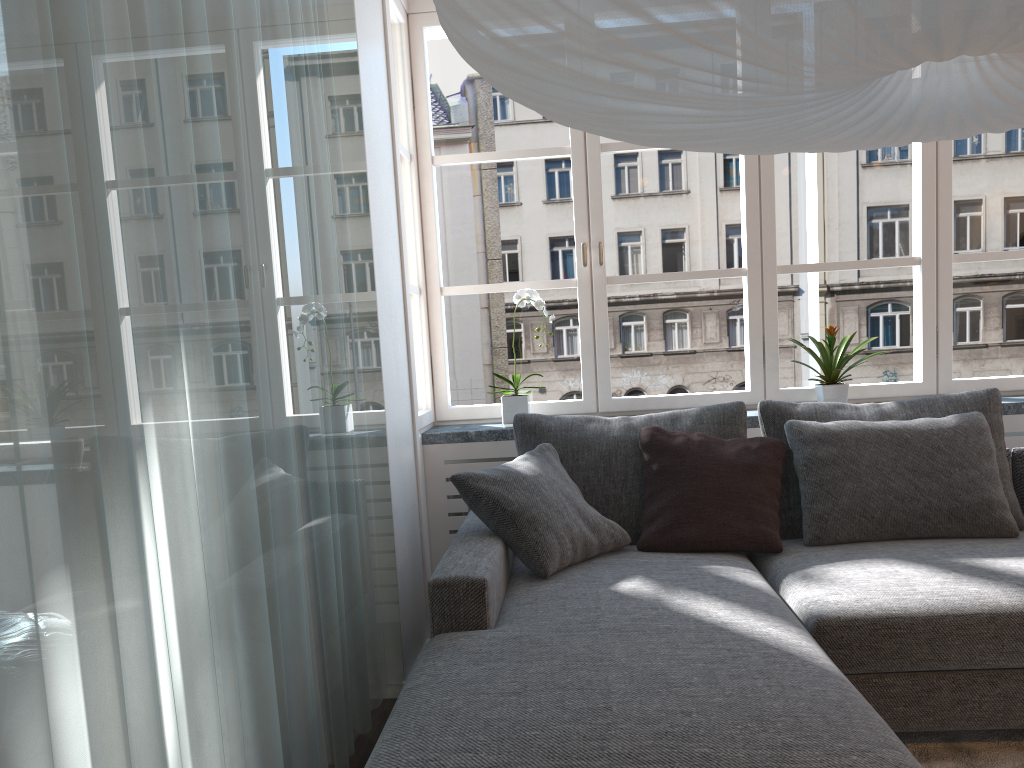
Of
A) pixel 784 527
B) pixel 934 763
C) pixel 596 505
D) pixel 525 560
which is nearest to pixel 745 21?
pixel 525 560

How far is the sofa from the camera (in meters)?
1.49

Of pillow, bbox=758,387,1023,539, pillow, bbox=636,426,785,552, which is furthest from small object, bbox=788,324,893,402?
pillow, bbox=636,426,785,552

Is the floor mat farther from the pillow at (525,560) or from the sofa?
the pillow at (525,560)

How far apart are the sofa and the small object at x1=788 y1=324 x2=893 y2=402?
0.61m

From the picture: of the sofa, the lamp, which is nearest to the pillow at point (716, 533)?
the sofa

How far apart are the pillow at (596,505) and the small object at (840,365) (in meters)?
0.47

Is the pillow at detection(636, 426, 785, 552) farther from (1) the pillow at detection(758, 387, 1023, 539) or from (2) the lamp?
(2) the lamp

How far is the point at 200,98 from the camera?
1.5 meters

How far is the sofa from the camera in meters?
1.5 m
